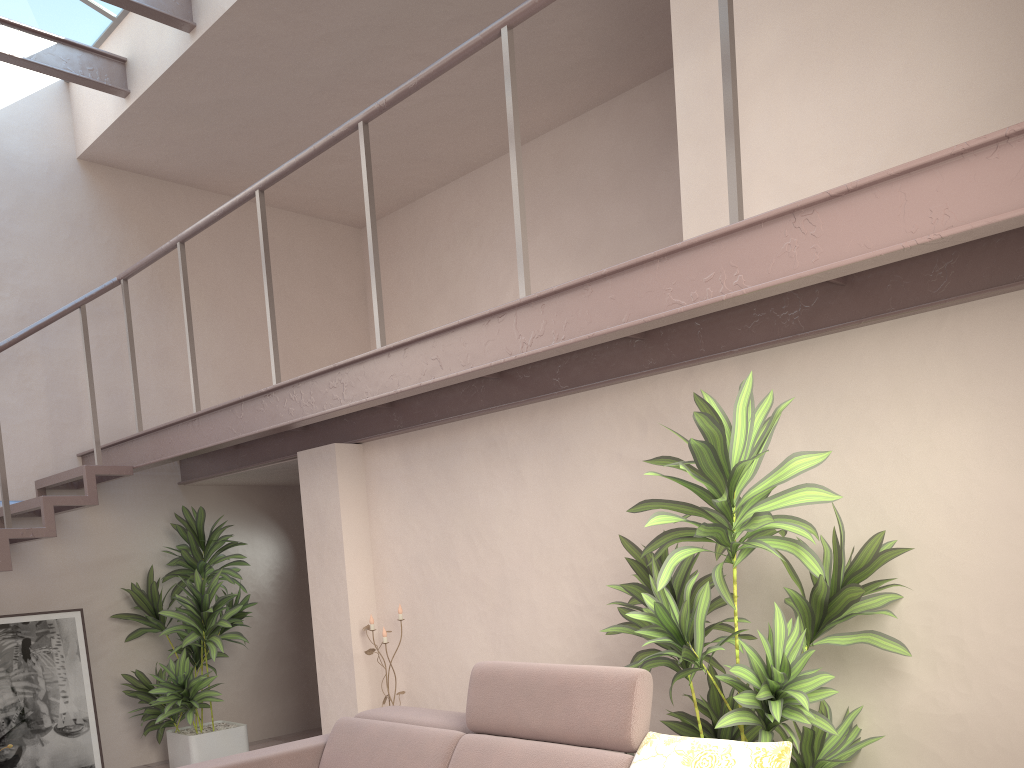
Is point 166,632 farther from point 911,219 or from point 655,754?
point 911,219

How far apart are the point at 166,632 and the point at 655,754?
4.41m

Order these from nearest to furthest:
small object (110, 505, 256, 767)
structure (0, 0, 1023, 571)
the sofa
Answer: structure (0, 0, 1023, 571) → the sofa → small object (110, 505, 256, 767)

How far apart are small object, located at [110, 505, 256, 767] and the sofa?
2.3 meters

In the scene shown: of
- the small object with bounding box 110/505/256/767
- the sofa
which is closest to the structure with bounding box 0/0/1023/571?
the small object with bounding box 110/505/256/767

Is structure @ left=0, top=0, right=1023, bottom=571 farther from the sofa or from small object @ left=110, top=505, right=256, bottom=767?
the sofa

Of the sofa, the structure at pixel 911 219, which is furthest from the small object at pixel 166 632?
the sofa

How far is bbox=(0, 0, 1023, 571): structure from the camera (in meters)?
2.20

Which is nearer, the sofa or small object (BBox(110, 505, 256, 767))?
the sofa

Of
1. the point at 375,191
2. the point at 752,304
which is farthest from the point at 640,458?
the point at 375,191
